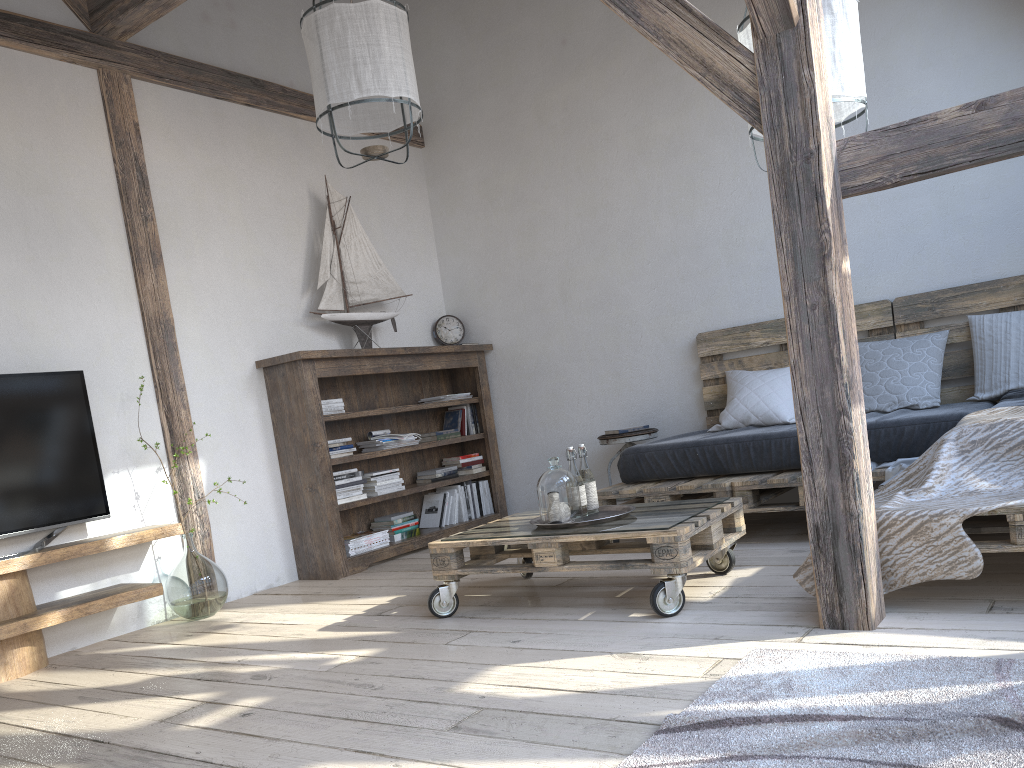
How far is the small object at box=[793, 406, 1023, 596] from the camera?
2.4m

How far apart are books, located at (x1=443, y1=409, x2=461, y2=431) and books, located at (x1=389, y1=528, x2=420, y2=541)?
0.8 meters

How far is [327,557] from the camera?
4.47m

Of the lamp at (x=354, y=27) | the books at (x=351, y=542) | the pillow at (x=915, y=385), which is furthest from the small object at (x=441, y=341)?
the lamp at (x=354, y=27)

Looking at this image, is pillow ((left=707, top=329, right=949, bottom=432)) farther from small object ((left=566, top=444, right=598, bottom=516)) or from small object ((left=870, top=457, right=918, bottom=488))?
small object ((left=566, top=444, right=598, bottom=516))

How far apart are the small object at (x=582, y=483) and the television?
1.99m

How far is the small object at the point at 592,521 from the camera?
3.0 meters

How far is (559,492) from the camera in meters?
3.1

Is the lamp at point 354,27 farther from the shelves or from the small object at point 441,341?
the small object at point 441,341

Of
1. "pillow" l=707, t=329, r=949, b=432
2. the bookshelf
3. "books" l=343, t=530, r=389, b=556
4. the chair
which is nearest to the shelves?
the bookshelf
